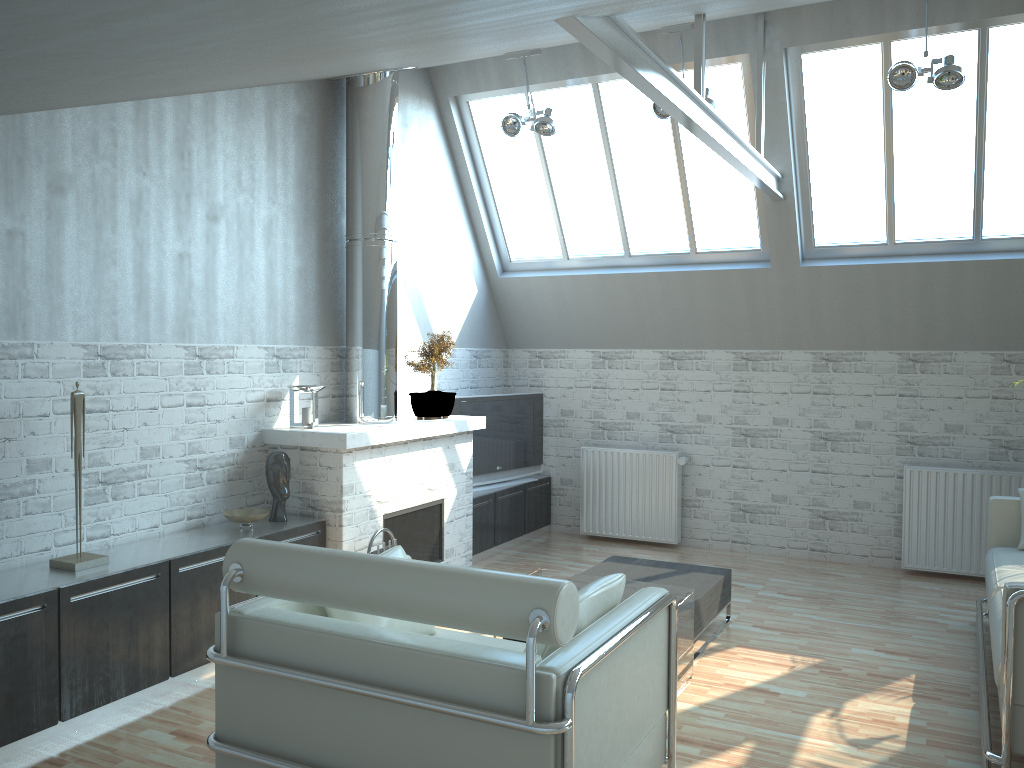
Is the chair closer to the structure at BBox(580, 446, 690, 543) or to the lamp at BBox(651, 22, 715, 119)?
the lamp at BBox(651, 22, 715, 119)

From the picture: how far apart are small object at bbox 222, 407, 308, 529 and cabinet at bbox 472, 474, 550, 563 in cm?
432

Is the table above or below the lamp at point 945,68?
below

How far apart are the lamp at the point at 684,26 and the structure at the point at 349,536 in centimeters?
340cm

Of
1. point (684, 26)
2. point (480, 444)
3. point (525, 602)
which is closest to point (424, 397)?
point (480, 444)

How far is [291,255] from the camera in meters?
11.1 m

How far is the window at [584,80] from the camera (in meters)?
13.09

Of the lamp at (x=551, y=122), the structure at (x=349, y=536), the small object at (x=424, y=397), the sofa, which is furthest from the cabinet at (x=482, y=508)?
the sofa

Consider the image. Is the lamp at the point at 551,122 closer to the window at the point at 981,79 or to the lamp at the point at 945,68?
the window at the point at 981,79

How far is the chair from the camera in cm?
466
